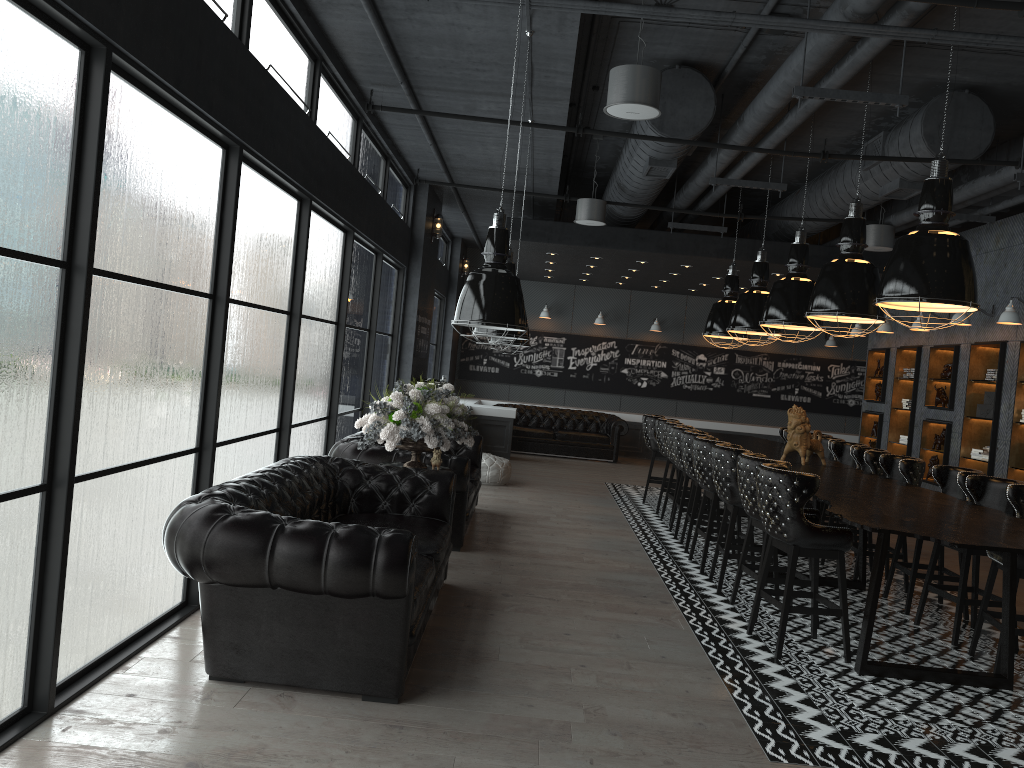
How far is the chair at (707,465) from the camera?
7.34m

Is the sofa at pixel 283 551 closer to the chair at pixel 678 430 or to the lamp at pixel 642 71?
the lamp at pixel 642 71

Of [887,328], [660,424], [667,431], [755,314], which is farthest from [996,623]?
[887,328]

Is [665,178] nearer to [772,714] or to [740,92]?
[740,92]

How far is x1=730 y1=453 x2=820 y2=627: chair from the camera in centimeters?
598cm

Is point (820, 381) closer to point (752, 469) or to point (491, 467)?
point (491, 467)

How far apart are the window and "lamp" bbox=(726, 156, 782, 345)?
3.9 meters

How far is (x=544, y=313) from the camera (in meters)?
17.32

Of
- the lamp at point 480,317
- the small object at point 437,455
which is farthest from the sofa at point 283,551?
the lamp at point 480,317

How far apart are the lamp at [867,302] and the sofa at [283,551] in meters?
3.1 m
